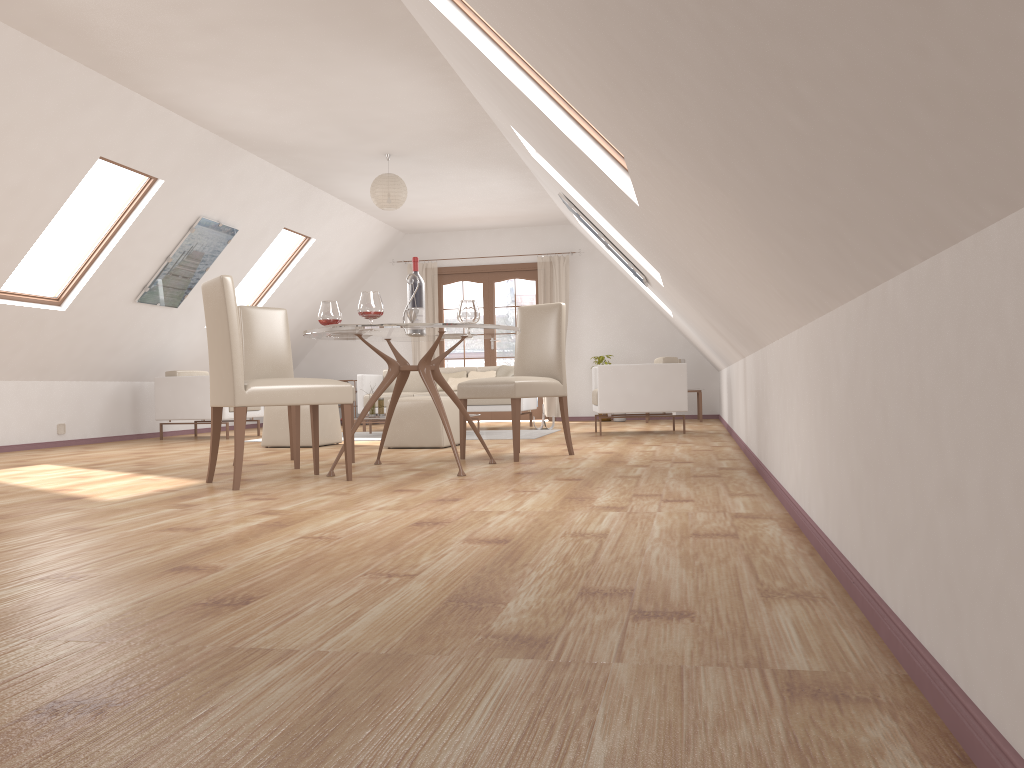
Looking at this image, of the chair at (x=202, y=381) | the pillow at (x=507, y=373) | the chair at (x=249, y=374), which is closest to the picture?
the chair at (x=202, y=381)

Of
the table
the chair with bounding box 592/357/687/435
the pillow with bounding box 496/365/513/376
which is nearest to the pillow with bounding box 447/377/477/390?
the pillow with bounding box 496/365/513/376

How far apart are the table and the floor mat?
2.92m

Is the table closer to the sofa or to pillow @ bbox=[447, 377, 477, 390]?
the sofa

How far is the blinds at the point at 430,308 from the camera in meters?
12.0 m

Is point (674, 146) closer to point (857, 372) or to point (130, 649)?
point (857, 372)

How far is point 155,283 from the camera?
8.1 meters

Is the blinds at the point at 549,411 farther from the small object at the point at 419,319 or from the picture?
the small object at the point at 419,319

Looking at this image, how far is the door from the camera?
11.9m

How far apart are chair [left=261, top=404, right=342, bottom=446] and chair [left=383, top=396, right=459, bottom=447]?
0.7 meters
